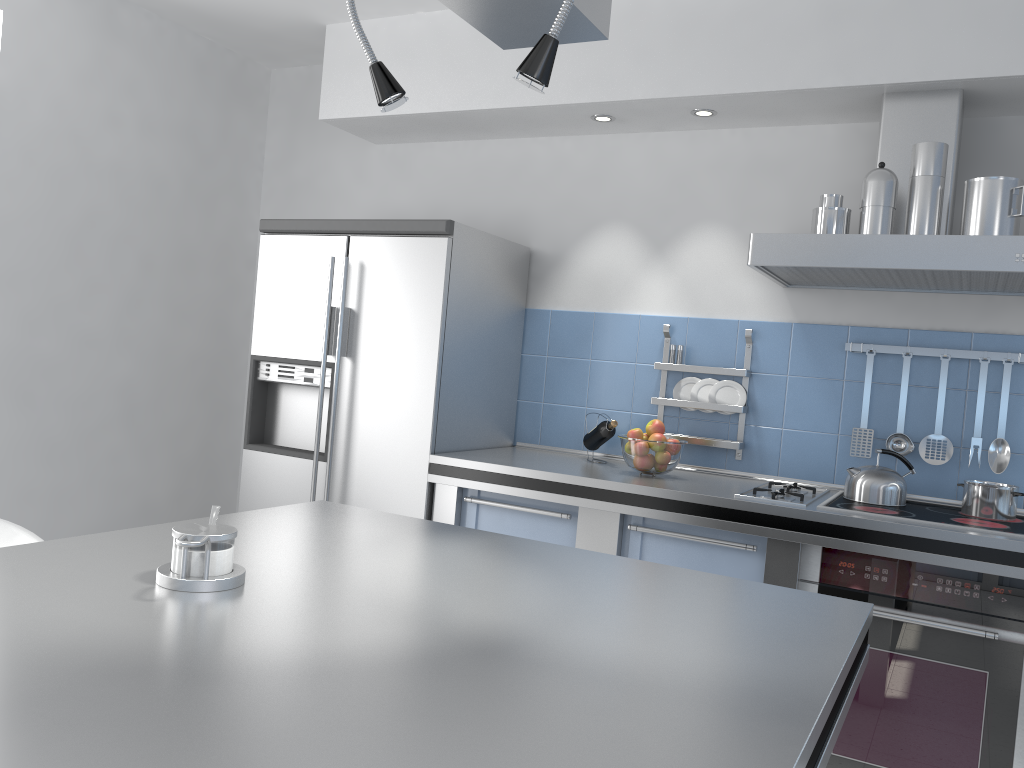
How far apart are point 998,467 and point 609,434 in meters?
1.3 m

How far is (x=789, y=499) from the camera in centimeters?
284cm

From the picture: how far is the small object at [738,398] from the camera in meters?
3.4

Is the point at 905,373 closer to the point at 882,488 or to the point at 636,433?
the point at 882,488

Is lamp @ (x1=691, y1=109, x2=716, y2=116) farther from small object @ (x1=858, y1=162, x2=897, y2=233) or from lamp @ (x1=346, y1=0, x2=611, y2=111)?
lamp @ (x1=346, y1=0, x2=611, y2=111)

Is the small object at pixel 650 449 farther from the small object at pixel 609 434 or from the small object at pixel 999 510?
the small object at pixel 999 510

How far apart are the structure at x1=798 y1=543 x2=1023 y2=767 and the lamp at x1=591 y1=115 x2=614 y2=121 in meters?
1.8

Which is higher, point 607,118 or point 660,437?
point 607,118

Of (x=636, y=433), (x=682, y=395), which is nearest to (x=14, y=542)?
(x=636, y=433)

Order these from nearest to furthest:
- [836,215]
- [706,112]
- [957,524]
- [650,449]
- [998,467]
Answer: [957,524] < [836,215] < [998,467] < [650,449] < [706,112]
